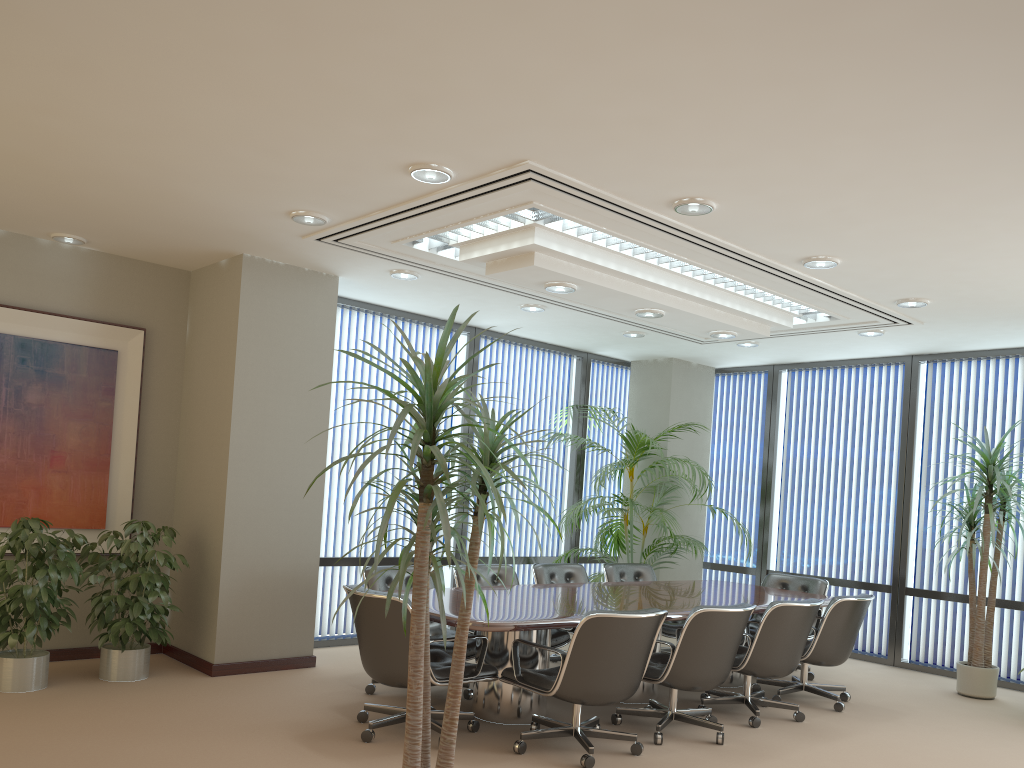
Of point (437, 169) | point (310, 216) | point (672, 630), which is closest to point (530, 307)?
point (310, 216)

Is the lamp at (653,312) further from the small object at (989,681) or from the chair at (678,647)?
the small object at (989,681)

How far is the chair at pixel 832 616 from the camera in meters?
6.3

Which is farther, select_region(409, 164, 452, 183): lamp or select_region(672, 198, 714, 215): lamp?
select_region(672, 198, 714, 215): lamp

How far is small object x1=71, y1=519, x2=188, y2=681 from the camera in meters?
5.8

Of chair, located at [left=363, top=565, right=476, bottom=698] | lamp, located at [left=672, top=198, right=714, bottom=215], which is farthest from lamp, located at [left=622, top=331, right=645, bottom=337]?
lamp, located at [left=672, top=198, right=714, bottom=215]

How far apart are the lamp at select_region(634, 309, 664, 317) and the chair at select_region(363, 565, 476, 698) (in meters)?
2.53

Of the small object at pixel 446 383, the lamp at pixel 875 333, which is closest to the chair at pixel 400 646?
the small object at pixel 446 383

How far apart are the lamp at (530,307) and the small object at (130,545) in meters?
3.3

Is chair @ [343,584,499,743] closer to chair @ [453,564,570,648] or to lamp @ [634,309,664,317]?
chair @ [453,564,570,648]
